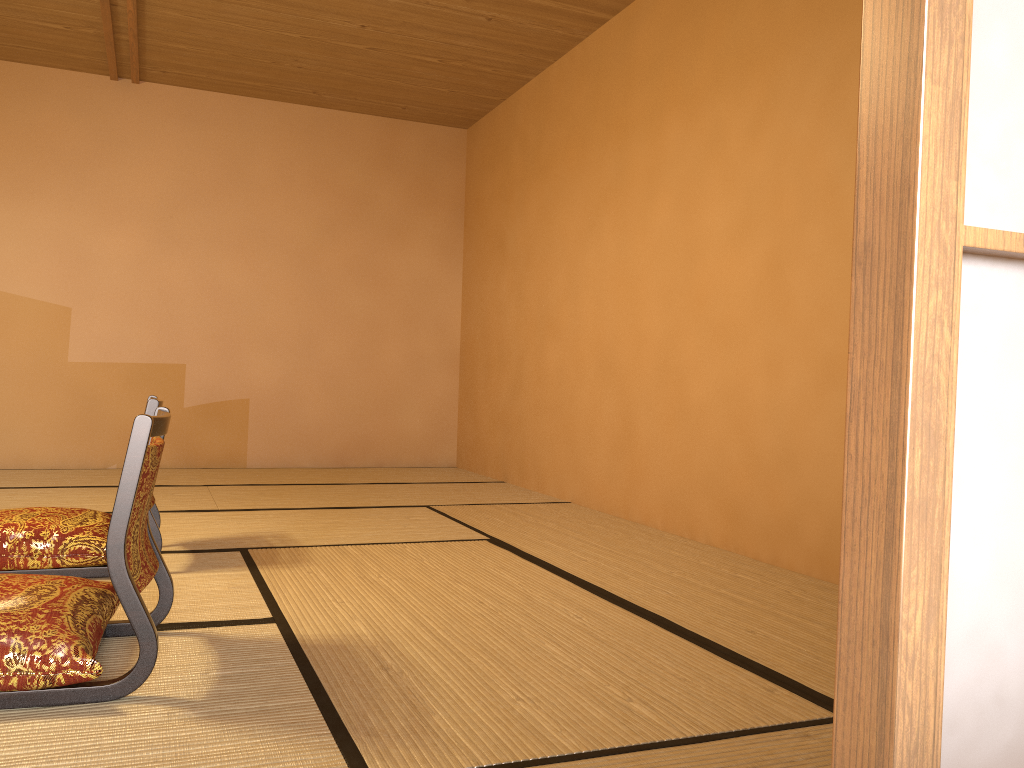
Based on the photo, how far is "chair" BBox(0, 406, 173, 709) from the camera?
1.6 meters

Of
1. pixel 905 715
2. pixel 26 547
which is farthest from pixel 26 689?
pixel 905 715

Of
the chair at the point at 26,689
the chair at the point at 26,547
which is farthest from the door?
the chair at the point at 26,547

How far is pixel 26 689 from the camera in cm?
161

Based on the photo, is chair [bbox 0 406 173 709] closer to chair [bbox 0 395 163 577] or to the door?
chair [bbox 0 395 163 577]

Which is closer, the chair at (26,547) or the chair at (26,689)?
the chair at (26,689)

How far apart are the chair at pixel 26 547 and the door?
2.2 meters

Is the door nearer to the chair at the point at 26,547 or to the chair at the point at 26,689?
the chair at the point at 26,689

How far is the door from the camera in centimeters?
41cm

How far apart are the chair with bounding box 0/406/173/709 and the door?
1.4 meters
